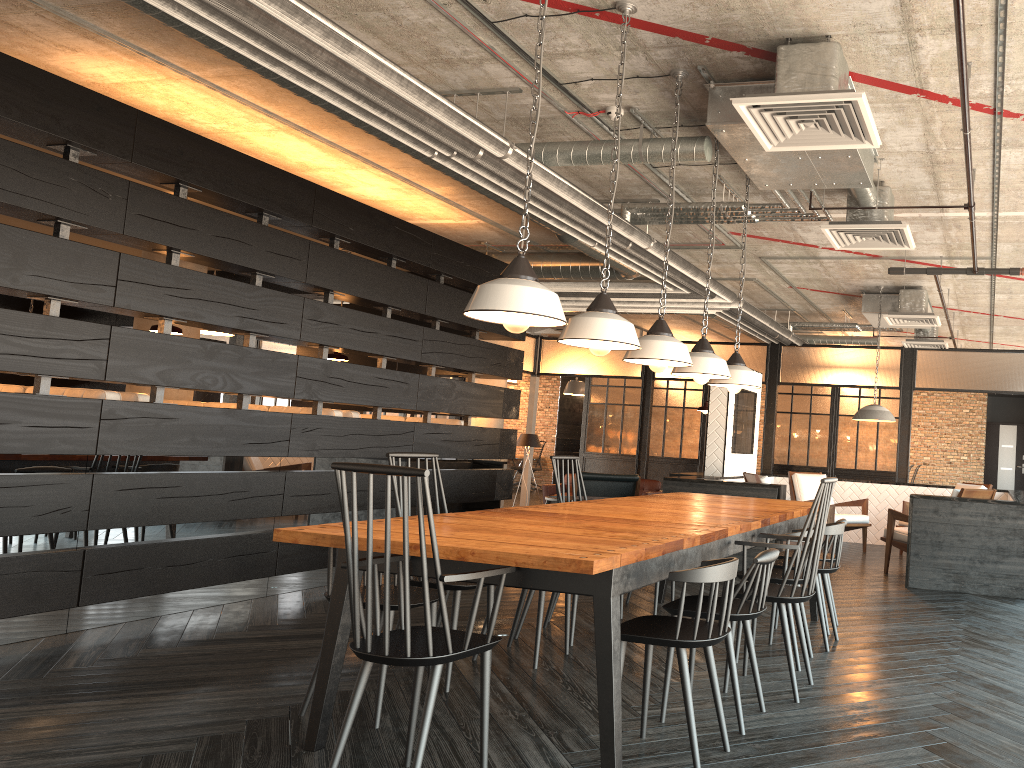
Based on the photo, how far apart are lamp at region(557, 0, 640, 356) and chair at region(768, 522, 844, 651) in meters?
1.7 m

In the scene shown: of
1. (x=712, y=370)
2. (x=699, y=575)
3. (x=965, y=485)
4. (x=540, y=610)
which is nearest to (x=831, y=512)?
(x=965, y=485)

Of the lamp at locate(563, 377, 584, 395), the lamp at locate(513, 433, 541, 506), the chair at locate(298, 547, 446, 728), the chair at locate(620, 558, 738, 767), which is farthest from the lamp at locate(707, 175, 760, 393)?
the lamp at locate(563, 377, 584, 395)

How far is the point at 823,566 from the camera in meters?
4.6

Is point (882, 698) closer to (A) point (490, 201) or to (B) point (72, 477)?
(B) point (72, 477)

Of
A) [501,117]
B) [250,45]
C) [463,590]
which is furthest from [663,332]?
[463,590]

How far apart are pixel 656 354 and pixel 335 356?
4.57m

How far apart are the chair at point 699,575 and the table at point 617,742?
0.08m

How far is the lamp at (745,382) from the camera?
5.2m

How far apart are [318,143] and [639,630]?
4.8m
